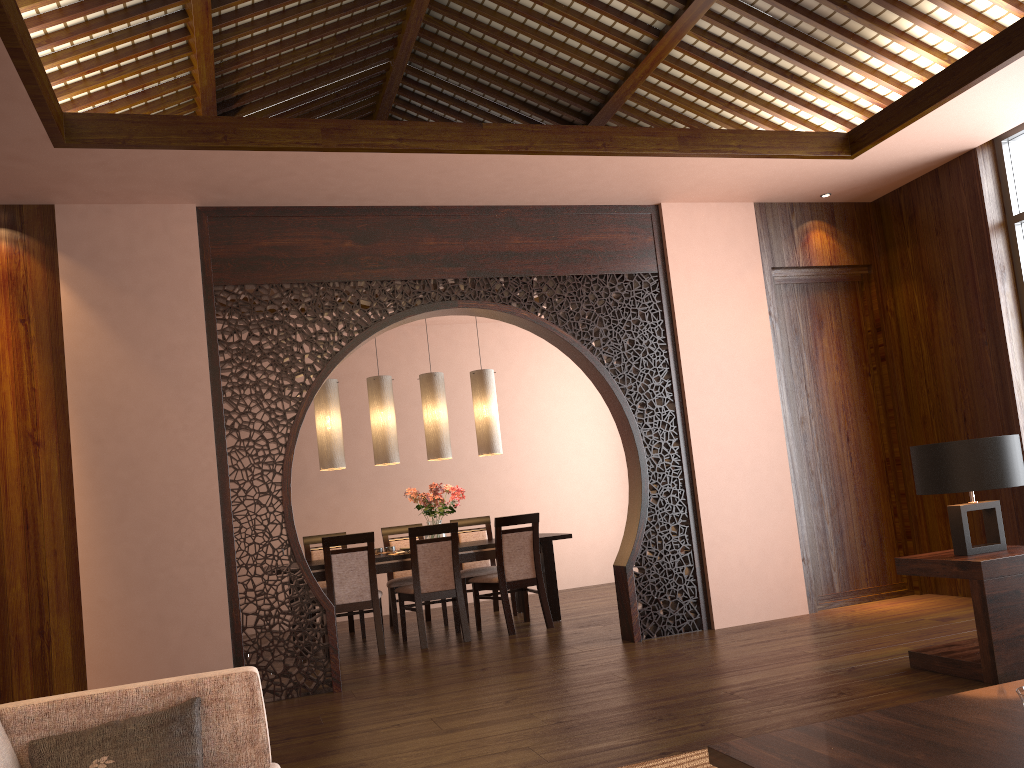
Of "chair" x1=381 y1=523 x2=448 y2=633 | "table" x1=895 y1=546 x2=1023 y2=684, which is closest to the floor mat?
"table" x1=895 y1=546 x2=1023 y2=684

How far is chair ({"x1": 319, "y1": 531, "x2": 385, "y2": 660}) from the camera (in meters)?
6.10

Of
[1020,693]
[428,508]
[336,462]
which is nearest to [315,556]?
[336,462]

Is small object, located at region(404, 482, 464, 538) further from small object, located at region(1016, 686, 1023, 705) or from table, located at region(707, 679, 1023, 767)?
small object, located at region(1016, 686, 1023, 705)

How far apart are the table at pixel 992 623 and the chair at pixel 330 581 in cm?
343

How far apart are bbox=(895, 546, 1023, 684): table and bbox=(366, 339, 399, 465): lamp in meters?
3.9 m

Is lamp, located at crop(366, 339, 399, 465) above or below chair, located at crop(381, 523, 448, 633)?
above

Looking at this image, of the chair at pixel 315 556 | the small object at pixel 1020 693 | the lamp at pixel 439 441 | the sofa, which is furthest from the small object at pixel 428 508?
the small object at pixel 1020 693

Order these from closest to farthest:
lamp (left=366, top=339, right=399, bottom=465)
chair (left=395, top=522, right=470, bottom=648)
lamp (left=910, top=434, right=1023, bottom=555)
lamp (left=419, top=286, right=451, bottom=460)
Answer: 1. lamp (left=910, top=434, right=1023, bottom=555)
2. chair (left=395, top=522, right=470, bottom=648)
3. lamp (left=366, top=339, right=399, bottom=465)
4. lamp (left=419, top=286, right=451, bottom=460)

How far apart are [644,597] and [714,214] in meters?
2.6 m
